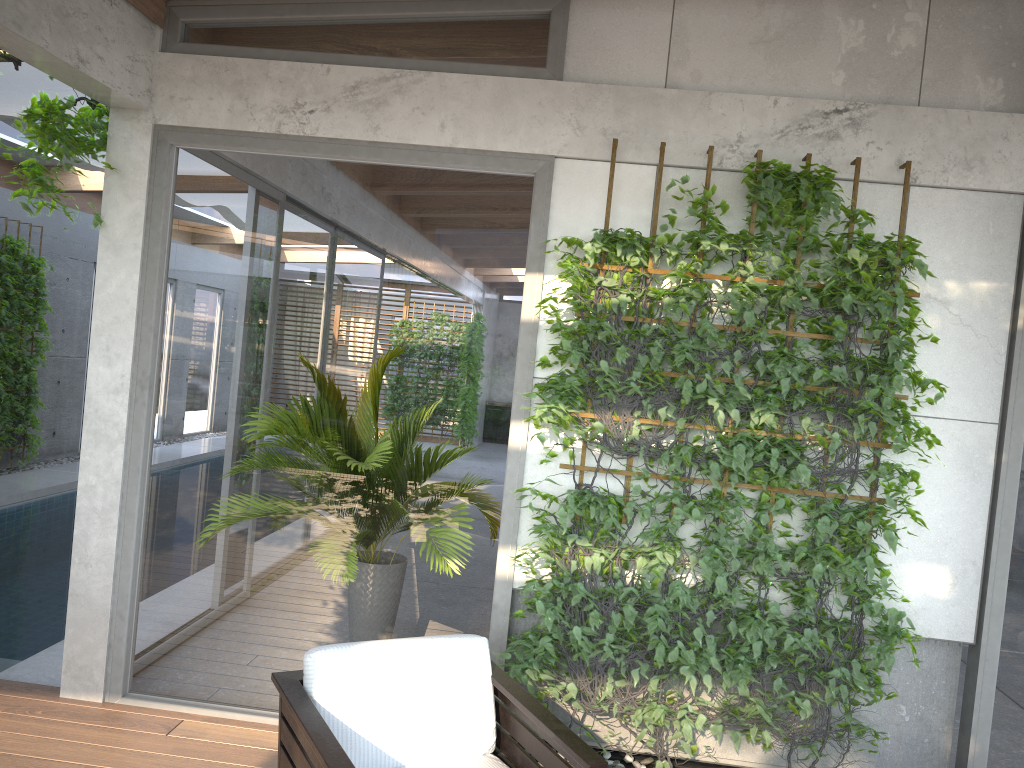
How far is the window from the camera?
3.9m

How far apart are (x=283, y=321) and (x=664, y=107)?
1.93m

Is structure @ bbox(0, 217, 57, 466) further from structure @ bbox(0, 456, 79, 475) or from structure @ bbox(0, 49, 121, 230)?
structure @ bbox(0, 49, 121, 230)

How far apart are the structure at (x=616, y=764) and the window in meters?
0.7

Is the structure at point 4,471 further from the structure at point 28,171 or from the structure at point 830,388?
the structure at point 830,388

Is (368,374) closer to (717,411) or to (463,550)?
(463,550)

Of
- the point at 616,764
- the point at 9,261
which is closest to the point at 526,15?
the point at 616,764

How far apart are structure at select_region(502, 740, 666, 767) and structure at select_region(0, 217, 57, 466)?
8.1m

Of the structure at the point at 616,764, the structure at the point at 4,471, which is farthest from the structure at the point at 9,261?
the structure at the point at 616,764

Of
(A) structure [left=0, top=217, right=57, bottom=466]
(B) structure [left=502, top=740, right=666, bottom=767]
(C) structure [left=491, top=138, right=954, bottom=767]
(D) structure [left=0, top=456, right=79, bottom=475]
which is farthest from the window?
(D) structure [left=0, top=456, right=79, bottom=475]
